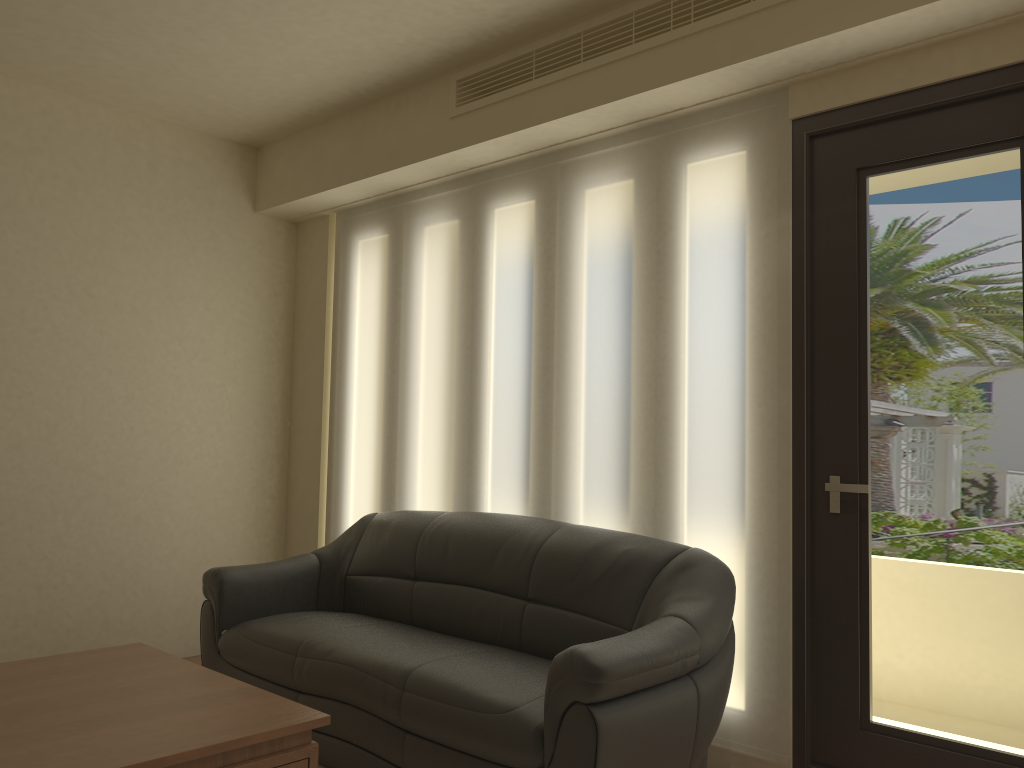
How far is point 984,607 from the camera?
2.8 meters

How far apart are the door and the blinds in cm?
4

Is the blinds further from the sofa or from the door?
the sofa

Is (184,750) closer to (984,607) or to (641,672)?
(641,672)

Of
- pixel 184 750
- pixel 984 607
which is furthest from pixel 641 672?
pixel 184 750

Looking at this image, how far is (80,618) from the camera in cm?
458

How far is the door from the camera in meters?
2.8

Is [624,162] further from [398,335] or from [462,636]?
[462,636]

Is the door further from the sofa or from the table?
the table

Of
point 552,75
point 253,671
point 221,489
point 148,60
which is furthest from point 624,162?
point 221,489
